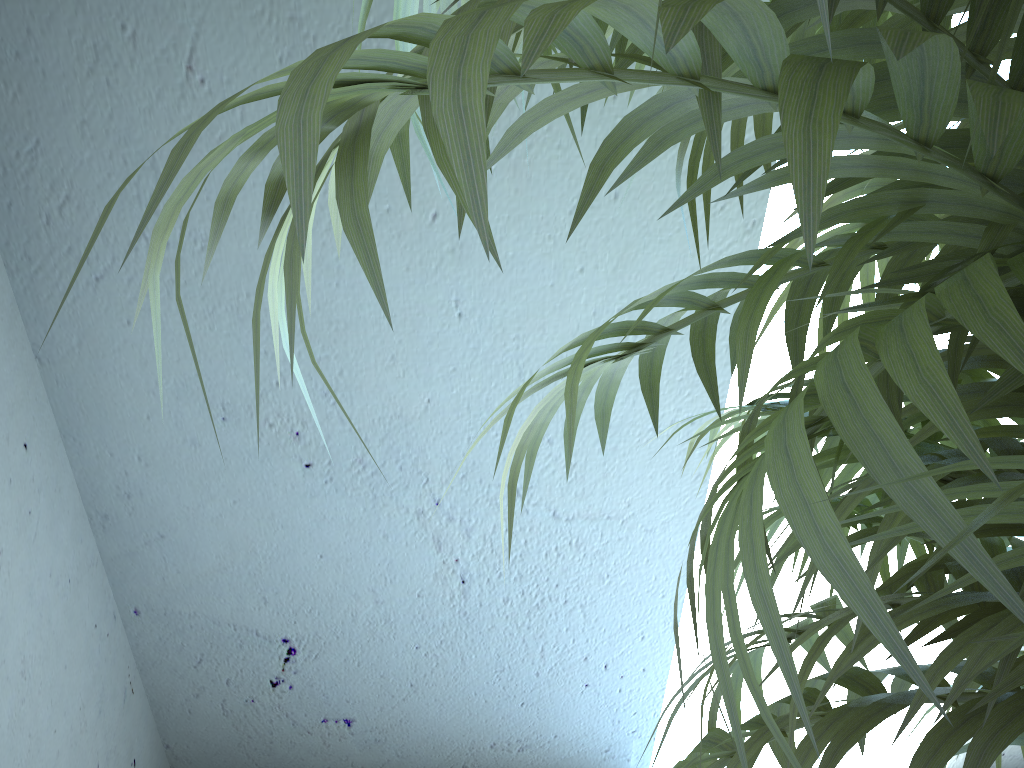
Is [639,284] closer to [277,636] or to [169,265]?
[169,265]

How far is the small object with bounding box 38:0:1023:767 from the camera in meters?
0.2

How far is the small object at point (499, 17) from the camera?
0.18m

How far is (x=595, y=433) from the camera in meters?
1.5

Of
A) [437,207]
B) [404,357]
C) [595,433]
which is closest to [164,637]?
[404,357]
